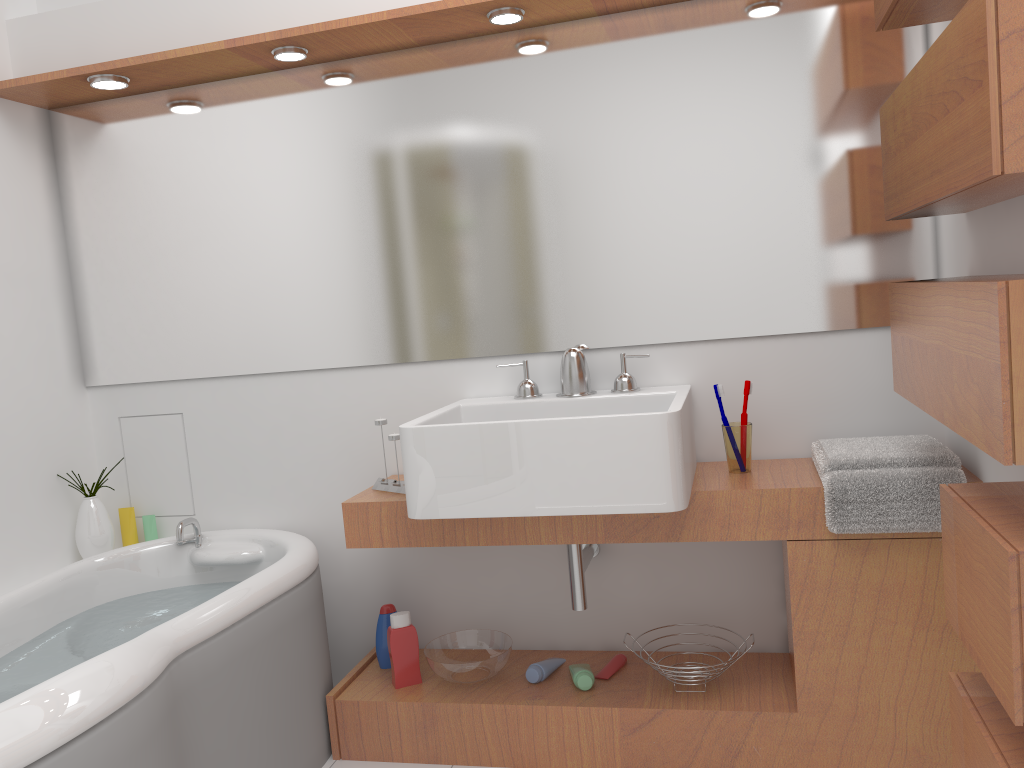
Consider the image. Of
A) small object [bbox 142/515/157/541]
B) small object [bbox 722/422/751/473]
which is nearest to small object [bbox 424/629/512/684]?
small object [bbox 722/422/751/473]

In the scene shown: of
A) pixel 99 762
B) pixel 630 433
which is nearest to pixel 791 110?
pixel 630 433

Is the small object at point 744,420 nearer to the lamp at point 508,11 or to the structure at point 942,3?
the structure at point 942,3

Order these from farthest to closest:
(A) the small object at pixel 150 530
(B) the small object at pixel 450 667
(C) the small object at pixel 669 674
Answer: (A) the small object at pixel 150 530 → (B) the small object at pixel 450 667 → (C) the small object at pixel 669 674

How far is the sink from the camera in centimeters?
192cm

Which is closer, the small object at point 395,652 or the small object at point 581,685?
the small object at point 581,685

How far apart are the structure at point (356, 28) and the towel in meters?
1.2

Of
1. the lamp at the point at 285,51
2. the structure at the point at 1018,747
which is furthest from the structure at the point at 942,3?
the lamp at the point at 285,51

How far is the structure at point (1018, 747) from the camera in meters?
1.4

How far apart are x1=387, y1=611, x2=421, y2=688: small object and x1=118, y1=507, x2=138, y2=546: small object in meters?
1.0 m
